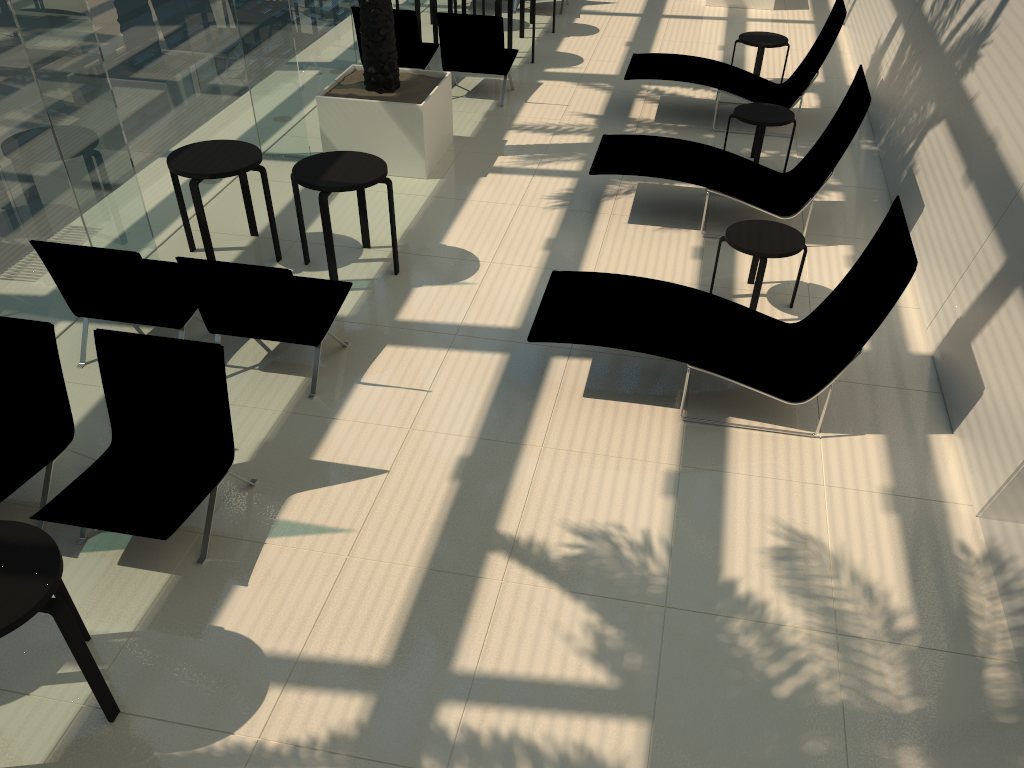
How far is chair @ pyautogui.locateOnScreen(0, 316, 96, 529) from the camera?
4.59m

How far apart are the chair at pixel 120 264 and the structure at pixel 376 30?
2.78m

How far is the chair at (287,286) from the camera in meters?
5.2 m

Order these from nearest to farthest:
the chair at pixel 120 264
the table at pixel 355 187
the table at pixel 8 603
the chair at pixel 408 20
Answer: the table at pixel 8 603
the chair at pixel 120 264
the table at pixel 355 187
the chair at pixel 408 20

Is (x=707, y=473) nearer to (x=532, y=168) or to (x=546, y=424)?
(x=546, y=424)

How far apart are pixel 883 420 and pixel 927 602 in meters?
1.5 m

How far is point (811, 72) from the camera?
9.3m

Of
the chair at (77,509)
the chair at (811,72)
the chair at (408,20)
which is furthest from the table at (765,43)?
the chair at (77,509)

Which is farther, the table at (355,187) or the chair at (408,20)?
the chair at (408,20)

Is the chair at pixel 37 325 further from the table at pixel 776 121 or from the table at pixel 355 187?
the table at pixel 776 121
